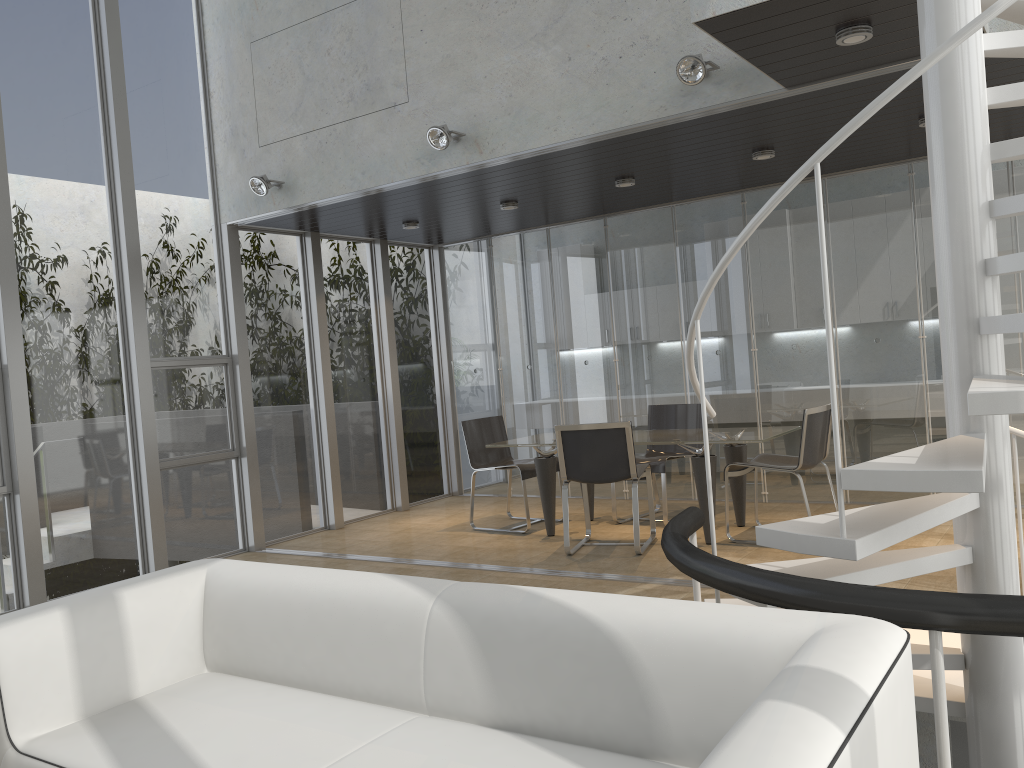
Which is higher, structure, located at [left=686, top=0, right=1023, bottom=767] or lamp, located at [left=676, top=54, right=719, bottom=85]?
lamp, located at [left=676, top=54, right=719, bottom=85]

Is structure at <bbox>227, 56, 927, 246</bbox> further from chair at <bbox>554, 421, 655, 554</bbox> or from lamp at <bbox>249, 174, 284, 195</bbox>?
chair at <bbox>554, 421, 655, 554</bbox>

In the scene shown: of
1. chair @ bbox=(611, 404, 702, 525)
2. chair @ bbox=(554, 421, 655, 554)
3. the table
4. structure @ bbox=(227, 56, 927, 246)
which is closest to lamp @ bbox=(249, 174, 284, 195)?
structure @ bbox=(227, 56, 927, 246)

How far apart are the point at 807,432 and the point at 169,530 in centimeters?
472cm

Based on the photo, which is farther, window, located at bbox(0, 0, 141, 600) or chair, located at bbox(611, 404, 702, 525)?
chair, located at bbox(611, 404, 702, 525)

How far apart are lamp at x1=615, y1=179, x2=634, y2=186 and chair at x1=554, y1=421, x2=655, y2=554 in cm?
193

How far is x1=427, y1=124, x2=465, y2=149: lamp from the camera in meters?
5.6 m

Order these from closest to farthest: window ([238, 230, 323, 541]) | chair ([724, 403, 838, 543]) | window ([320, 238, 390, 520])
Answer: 1. chair ([724, 403, 838, 543])
2. window ([238, 230, 323, 541])
3. window ([320, 238, 390, 520])

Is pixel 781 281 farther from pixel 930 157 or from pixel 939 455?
pixel 939 455

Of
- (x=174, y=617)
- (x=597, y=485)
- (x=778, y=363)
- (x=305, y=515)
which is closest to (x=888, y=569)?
(x=174, y=617)
